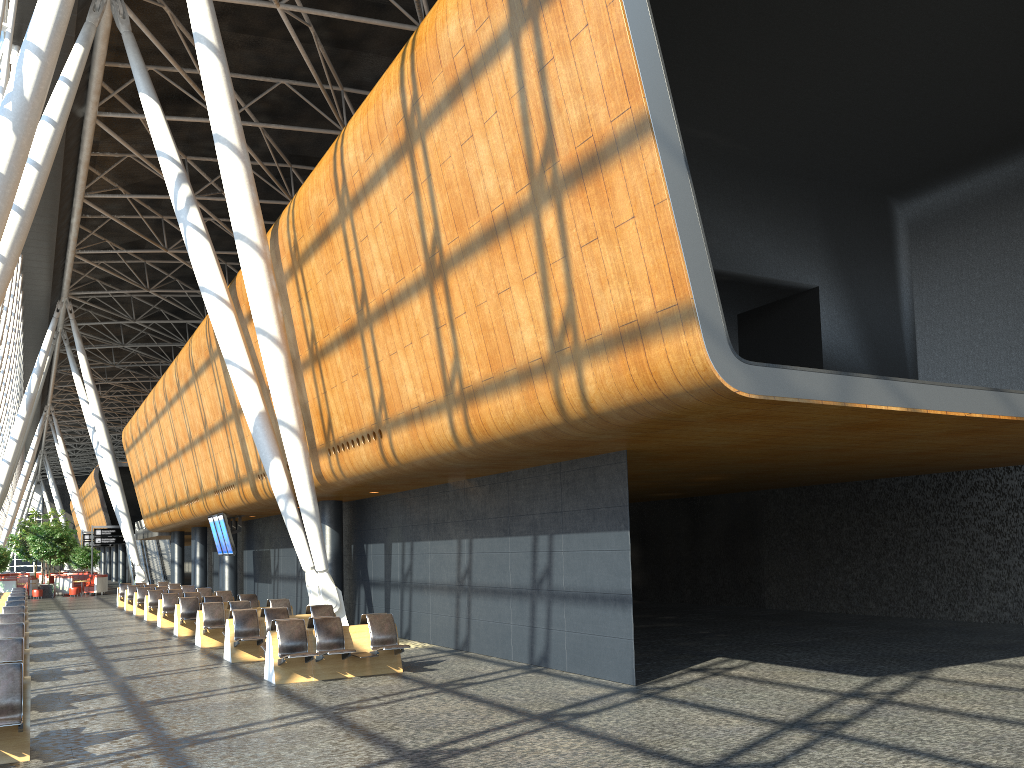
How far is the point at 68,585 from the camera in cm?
4357

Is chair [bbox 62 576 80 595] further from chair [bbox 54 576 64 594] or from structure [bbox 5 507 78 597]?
chair [bbox 54 576 64 594]

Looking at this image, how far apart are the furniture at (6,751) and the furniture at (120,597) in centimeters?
2674cm

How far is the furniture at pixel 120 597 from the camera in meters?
32.6 m

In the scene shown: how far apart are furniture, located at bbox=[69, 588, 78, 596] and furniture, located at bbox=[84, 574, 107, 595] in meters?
1.0 m

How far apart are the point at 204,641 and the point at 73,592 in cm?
2997

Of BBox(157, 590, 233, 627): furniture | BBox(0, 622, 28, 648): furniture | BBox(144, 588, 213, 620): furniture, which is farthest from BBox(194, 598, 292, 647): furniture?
BBox(144, 588, 213, 620): furniture

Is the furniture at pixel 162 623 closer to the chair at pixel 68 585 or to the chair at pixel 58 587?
the chair at pixel 68 585

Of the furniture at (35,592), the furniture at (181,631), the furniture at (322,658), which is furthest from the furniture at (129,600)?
the furniture at (322,658)

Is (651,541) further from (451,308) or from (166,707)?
(166,707)
